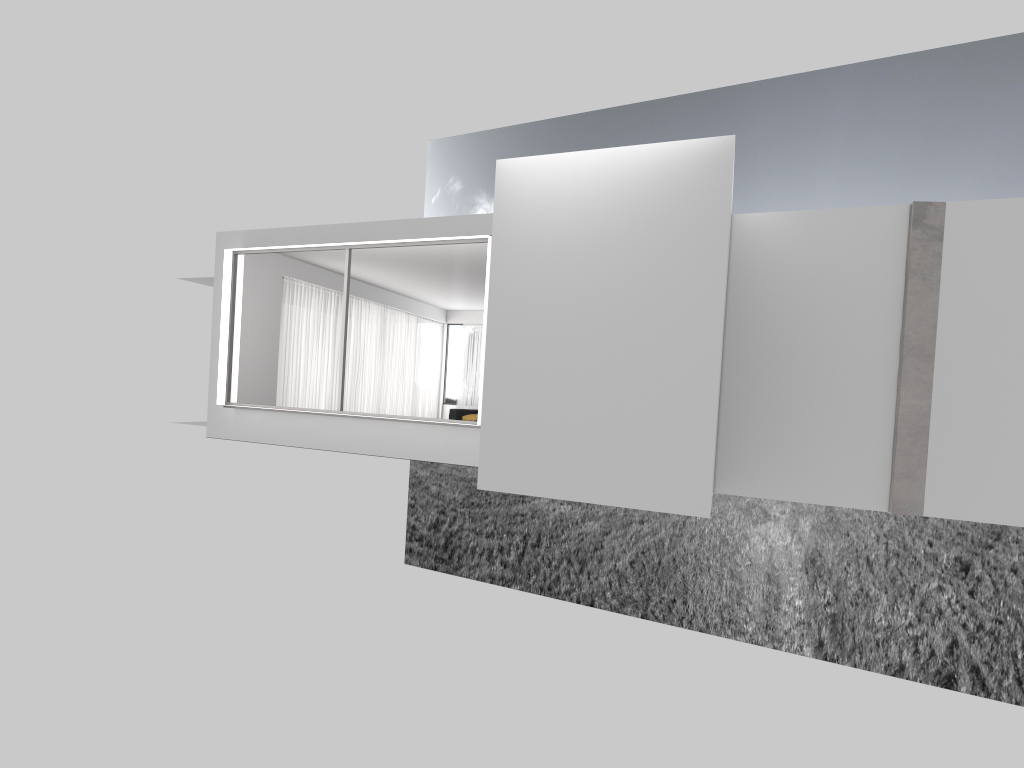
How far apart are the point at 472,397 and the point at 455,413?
7.94m

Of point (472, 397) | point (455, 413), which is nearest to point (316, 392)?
point (455, 413)

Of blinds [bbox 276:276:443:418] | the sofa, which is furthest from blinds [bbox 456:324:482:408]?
the sofa

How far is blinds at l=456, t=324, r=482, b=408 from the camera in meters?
24.6 m

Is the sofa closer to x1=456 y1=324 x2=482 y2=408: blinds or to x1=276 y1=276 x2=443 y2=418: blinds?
x1=276 y1=276 x2=443 y2=418: blinds

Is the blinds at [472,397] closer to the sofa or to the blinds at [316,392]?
the blinds at [316,392]

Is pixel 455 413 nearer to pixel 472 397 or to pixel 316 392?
pixel 316 392

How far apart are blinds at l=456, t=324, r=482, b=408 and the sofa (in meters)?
7.71

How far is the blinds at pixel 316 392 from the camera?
17.9m

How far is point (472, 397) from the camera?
24.6 meters
